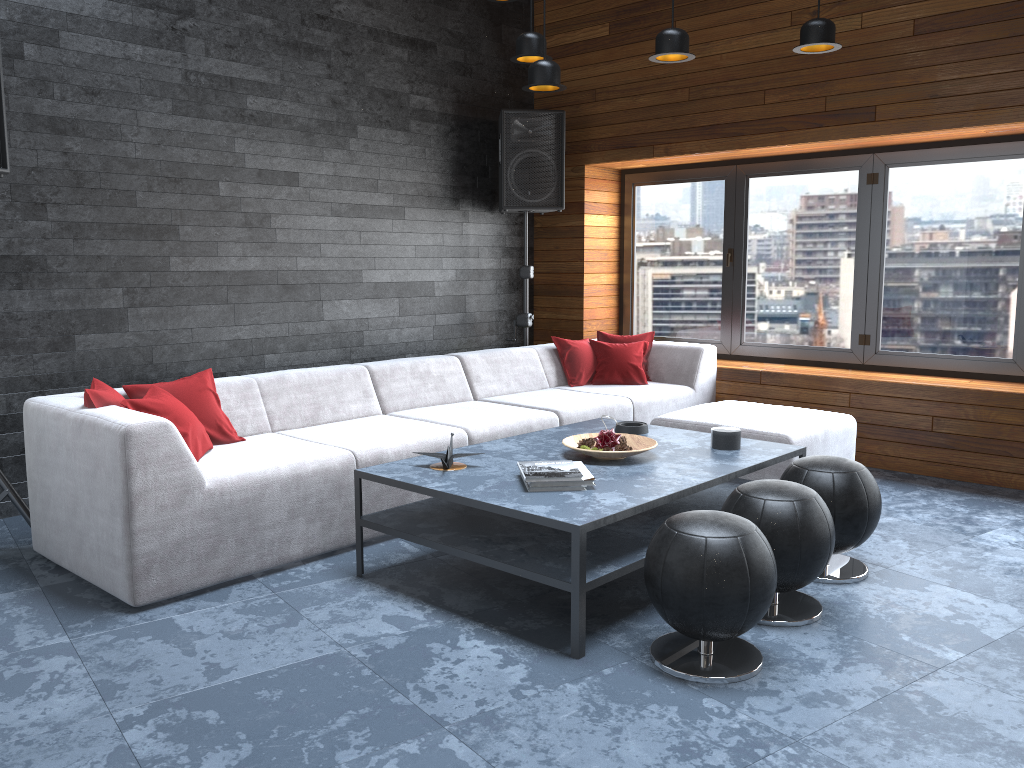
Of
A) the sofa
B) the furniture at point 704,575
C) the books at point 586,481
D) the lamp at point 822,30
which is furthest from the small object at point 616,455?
the lamp at point 822,30

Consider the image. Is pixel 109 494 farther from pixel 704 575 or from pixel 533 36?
pixel 533 36

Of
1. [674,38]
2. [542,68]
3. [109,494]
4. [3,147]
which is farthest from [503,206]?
[109,494]

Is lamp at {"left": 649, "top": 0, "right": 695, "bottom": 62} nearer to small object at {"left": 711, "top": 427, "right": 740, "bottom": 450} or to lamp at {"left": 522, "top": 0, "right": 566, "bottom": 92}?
lamp at {"left": 522, "top": 0, "right": 566, "bottom": 92}

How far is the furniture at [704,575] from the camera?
2.6 meters

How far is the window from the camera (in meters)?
5.25

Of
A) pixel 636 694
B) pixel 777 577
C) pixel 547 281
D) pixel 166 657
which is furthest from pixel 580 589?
pixel 547 281

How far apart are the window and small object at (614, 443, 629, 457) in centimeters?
288cm

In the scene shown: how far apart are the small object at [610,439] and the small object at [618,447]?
0.07m

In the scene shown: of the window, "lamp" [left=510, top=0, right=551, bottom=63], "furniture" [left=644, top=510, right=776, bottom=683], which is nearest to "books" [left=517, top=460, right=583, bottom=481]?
"furniture" [left=644, top=510, right=776, bottom=683]
